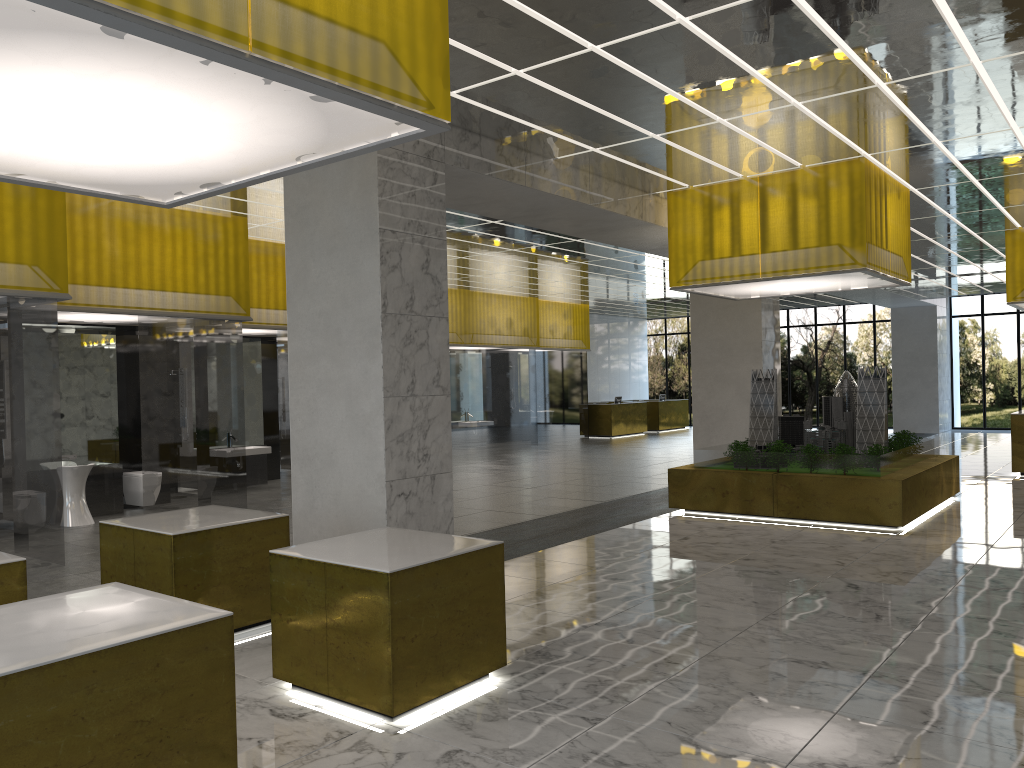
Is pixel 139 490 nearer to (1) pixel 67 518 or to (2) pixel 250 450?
(1) pixel 67 518

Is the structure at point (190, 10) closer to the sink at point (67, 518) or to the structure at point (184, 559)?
the structure at point (184, 559)

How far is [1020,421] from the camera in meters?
22.9

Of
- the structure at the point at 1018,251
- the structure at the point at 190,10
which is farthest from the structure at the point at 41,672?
the structure at the point at 1018,251

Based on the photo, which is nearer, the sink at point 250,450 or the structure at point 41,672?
the structure at point 41,672

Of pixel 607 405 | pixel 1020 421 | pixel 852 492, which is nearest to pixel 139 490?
pixel 852 492

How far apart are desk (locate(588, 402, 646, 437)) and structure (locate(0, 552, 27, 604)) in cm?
3422

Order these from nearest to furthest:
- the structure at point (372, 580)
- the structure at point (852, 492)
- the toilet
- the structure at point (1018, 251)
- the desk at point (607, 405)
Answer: the structure at point (372, 580) → the structure at point (852, 492) → the toilet → the structure at point (1018, 251) → the desk at point (607, 405)

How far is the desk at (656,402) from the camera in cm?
4409

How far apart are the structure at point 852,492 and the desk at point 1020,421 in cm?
529
